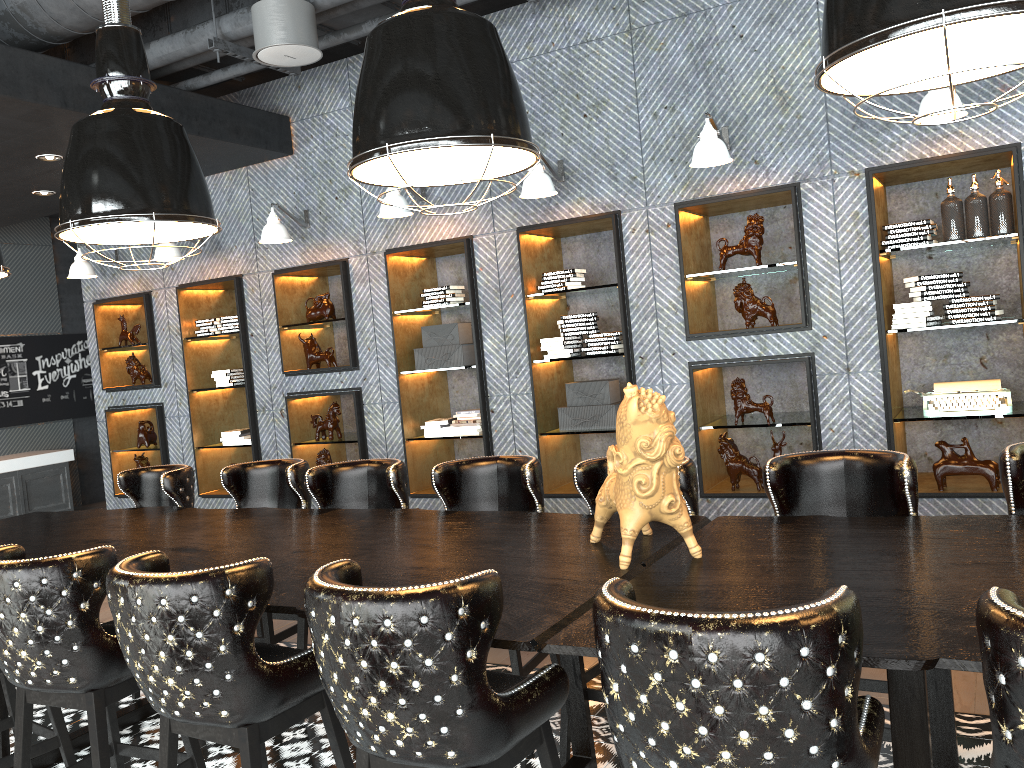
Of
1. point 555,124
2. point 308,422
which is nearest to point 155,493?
point 308,422

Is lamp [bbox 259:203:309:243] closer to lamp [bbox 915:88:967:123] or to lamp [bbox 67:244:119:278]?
lamp [bbox 67:244:119:278]

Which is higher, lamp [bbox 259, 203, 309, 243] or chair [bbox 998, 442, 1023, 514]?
lamp [bbox 259, 203, 309, 243]

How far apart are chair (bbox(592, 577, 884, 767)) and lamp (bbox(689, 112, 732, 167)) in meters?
3.6 m

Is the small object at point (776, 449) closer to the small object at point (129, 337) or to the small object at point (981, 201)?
the small object at point (981, 201)

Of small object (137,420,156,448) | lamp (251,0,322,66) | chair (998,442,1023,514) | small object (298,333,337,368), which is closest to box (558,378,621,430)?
small object (298,333,337,368)

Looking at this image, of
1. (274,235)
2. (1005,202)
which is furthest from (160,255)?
(1005,202)

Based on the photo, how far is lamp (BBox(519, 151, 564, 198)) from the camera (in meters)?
5.38

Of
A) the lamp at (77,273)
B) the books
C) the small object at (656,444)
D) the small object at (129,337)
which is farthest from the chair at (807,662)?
the small object at (129,337)

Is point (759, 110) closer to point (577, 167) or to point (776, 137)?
point (776, 137)
